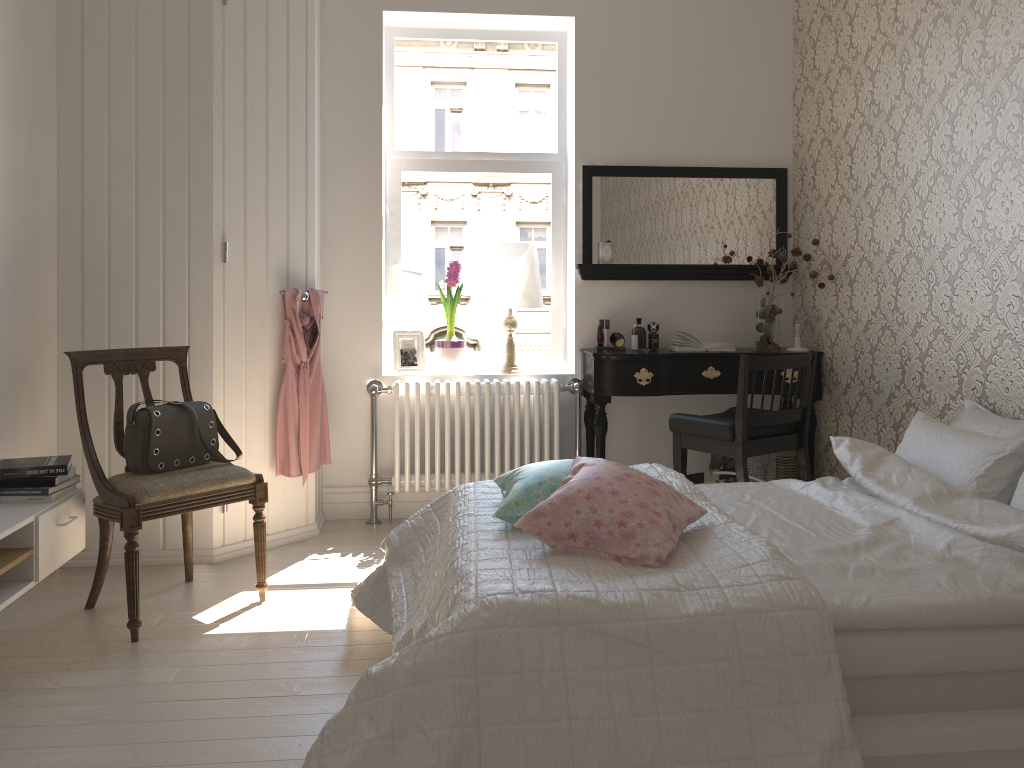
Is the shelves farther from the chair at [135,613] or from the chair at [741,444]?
the chair at [741,444]

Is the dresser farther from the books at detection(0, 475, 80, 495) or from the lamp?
the lamp

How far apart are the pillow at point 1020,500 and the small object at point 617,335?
2.2 meters

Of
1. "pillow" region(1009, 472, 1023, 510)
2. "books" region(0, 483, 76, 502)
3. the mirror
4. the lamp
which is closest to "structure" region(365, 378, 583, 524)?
the lamp

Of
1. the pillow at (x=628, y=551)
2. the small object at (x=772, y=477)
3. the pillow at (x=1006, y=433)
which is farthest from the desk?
the pillow at (x=628, y=551)

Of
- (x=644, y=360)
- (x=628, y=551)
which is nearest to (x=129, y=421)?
(x=628, y=551)

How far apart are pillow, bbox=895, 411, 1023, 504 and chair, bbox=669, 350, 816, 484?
0.6 meters

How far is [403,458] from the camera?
4.37m

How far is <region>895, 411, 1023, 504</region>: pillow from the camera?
2.5 meters

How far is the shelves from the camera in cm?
255
